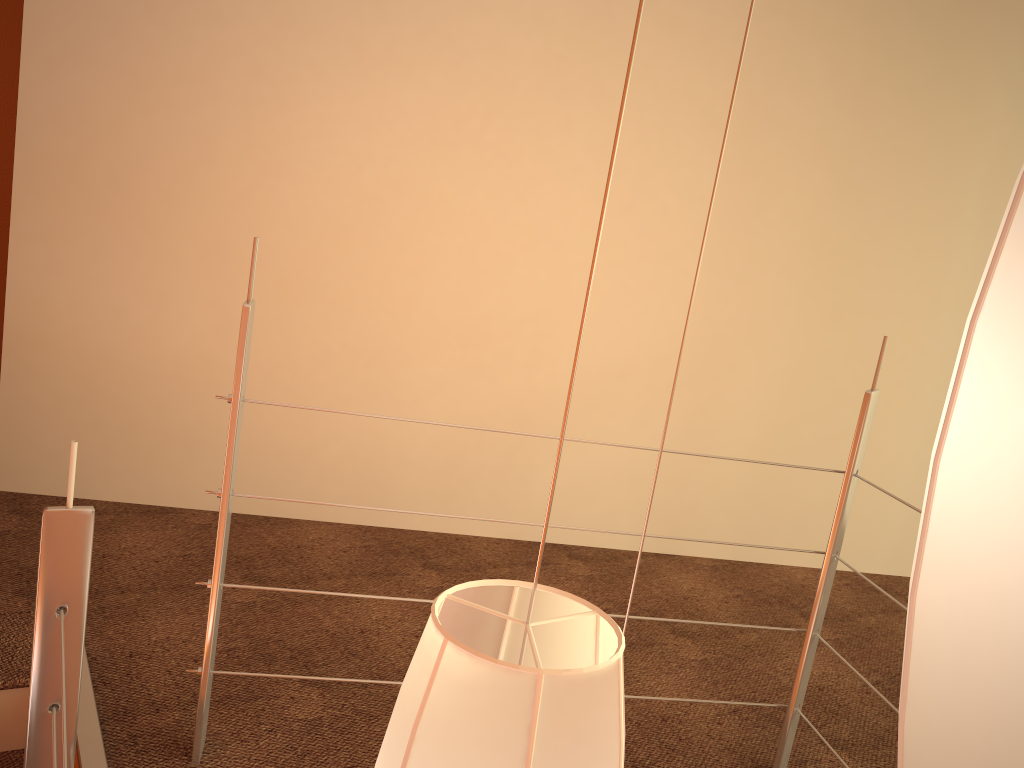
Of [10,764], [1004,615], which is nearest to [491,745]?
[1004,615]

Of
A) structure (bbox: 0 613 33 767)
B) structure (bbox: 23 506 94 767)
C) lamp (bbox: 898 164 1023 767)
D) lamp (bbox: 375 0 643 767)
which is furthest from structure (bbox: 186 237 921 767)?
lamp (bbox: 898 164 1023 767)

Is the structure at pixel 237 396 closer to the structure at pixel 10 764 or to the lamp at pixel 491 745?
the structure at pixel 10 764

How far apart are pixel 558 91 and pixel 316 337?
1.0m

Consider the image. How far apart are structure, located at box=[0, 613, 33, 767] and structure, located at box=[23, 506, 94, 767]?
0.4m

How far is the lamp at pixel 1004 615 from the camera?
0.35m

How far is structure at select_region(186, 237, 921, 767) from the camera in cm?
139

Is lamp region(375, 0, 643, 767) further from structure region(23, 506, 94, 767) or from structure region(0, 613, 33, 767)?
structure region(0, 613, 33, 767)

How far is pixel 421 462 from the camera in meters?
2.7 m

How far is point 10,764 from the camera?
1.7m
